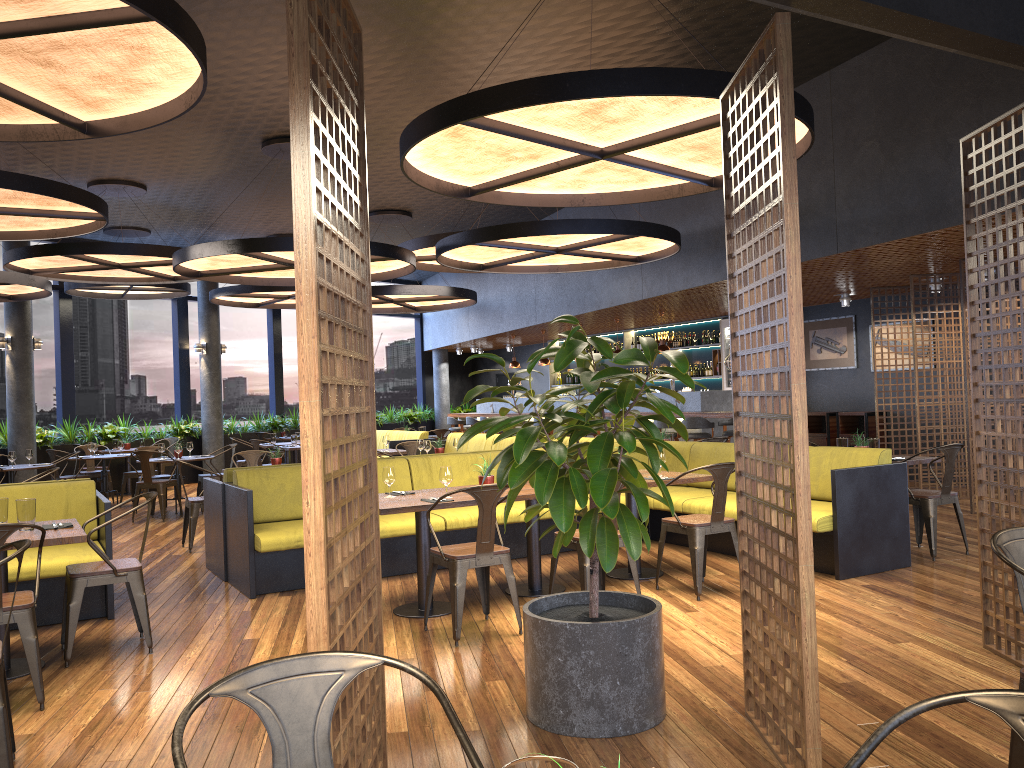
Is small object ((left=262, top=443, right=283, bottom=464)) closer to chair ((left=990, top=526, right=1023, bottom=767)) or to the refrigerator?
chair ((left=990, top=526, right=1023, bottom=767))

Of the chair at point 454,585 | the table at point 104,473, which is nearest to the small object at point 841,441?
the chair at point 454,585

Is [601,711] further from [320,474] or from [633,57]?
[633,57]

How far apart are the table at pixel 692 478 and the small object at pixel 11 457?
8.20m

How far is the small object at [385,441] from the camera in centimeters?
1175cm

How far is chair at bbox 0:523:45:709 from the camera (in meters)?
4.21

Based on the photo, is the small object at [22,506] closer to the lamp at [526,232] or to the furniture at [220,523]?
the furniture at [220,523]

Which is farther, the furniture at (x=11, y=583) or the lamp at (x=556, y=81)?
the furniture at (x=11, y=583)

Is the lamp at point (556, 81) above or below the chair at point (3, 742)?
above

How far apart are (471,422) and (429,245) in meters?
7.6 m
